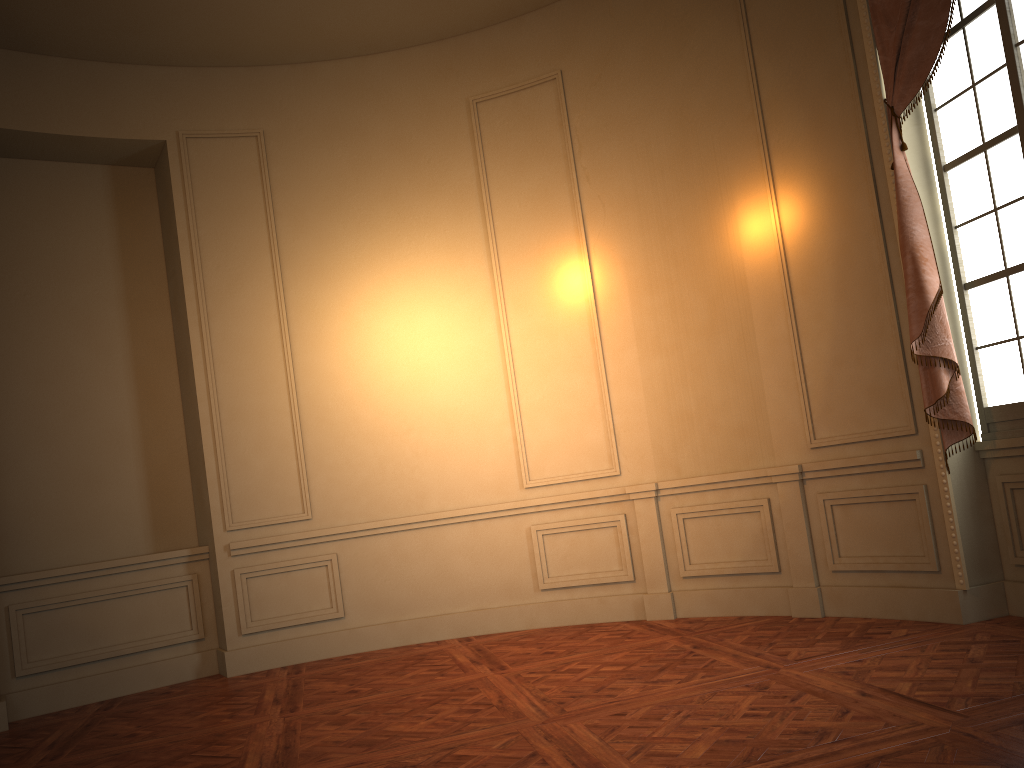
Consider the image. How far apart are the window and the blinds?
0.13m

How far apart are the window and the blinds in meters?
0.1 m

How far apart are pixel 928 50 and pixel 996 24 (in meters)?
0.30

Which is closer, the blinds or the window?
the window

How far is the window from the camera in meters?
4.1 m

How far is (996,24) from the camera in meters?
4.1 m

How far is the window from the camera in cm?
414

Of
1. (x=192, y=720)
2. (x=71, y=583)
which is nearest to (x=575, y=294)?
(x=192, y=720)

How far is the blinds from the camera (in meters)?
4.28

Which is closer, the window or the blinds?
the window
